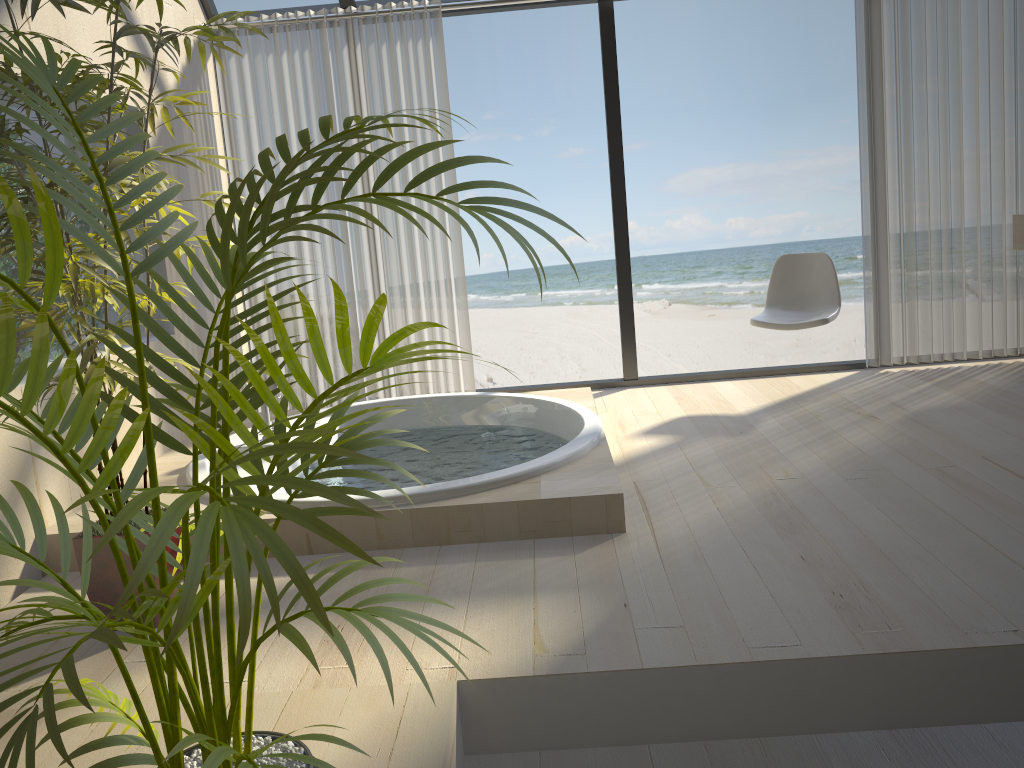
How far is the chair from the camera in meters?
4.2

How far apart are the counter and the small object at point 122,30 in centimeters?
383cm

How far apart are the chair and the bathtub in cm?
86

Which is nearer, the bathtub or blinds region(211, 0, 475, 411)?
the bathtub

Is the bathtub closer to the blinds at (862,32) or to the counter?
the blinds at (862,32)

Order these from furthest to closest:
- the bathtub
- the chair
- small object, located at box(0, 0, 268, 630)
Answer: the chair, the bathtub, small object, located at box(0, 0, 268, 630)

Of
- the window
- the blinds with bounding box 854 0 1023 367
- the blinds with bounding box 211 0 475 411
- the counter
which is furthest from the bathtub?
the counter

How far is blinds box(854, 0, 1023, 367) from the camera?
4.4 meters

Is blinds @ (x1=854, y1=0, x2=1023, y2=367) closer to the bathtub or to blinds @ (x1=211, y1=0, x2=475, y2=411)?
the bathtub

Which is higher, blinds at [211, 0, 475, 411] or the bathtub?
blinds at [211, 0, 475, 411]
